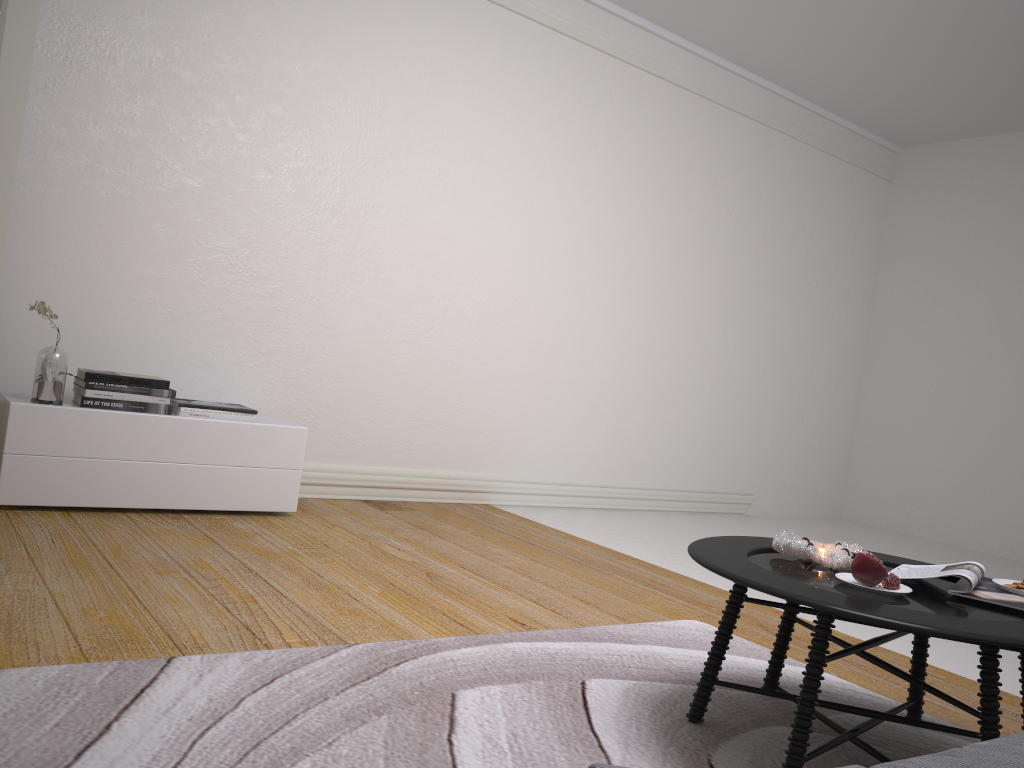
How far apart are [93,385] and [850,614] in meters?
3.1

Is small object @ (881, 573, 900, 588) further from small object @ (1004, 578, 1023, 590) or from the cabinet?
the cabinet

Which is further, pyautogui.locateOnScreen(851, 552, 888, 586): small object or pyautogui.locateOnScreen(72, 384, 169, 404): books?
pyautogui.locateOnScreen(72, 384, 169, 404): books

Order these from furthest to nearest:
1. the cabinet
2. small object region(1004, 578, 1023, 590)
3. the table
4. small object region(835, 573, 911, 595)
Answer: the cabinet
small object region(1004, 578, 1023, 590)
small object region(835, 573, 911, 595)
the table

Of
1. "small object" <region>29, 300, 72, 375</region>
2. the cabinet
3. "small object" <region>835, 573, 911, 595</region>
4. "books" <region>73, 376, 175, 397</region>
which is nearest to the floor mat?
"small object" <region>835, 573, 911, 595</region>

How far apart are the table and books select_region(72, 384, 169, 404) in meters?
2.5 m

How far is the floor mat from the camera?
1.7 meters

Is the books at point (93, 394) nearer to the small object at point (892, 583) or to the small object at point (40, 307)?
the small object at point (40, 307)

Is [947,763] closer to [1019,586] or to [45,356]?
[1019,586]

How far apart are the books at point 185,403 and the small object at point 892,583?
2.89m
